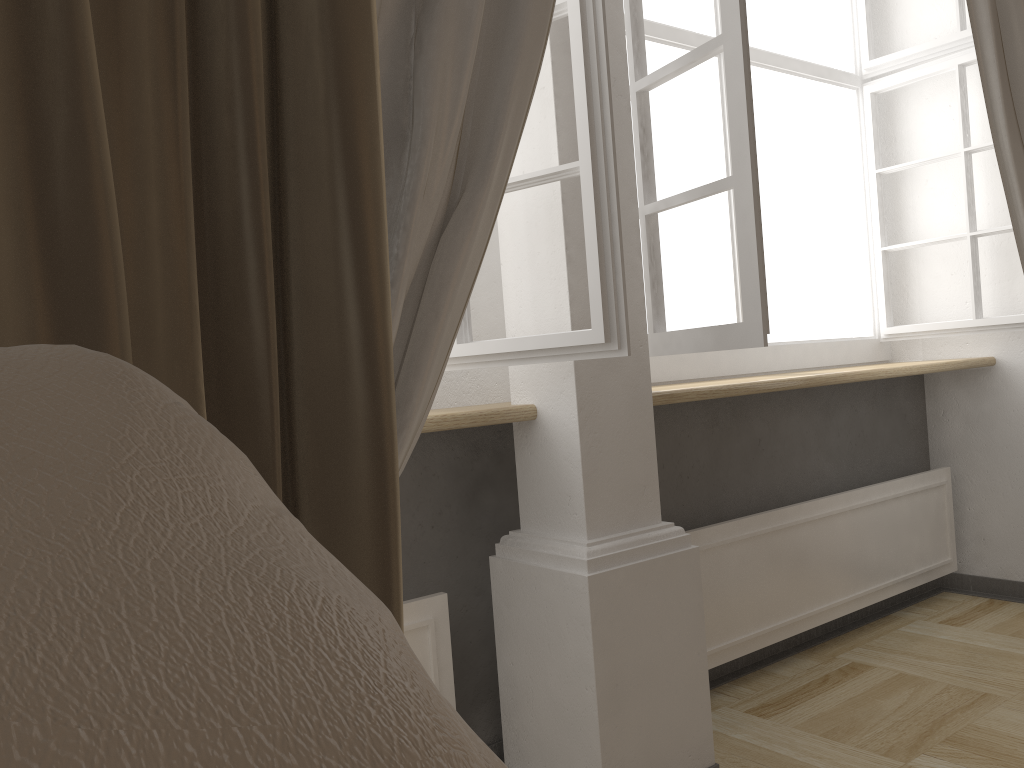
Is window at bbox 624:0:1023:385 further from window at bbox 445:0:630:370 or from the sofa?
the sofa

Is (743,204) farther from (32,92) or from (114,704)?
(114,704)

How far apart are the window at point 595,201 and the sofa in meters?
1.1 m

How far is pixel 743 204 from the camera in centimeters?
168cm

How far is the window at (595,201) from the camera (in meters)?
1.45

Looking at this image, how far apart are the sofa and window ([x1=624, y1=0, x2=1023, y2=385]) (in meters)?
1.39

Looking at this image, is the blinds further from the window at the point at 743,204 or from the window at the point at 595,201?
the window at the point at 743,204

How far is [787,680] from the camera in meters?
2.3 m

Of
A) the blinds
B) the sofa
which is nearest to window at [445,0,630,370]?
the blinds

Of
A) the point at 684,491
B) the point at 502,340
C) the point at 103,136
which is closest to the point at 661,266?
the point at 502,340
